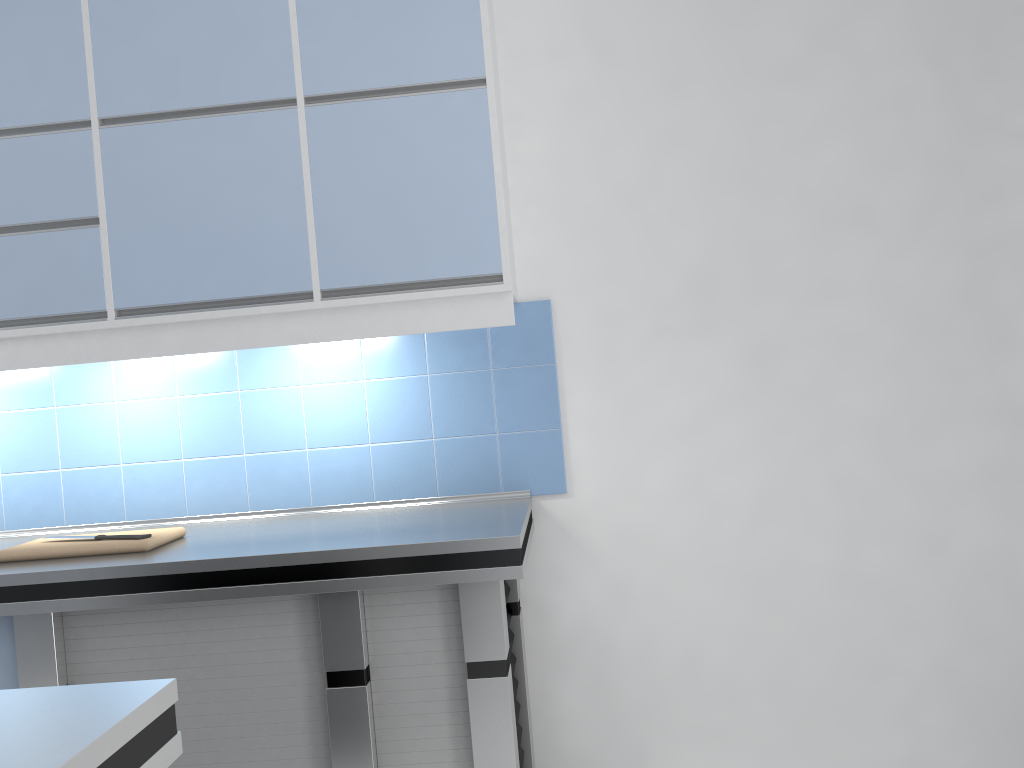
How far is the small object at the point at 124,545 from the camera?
2.3 meters

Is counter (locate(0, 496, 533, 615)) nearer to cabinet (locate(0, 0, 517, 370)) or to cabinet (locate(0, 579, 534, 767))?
cabinet (locate(0, 579, 534, 767))

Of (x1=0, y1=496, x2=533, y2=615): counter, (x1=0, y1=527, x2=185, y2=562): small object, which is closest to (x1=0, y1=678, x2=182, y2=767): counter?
(x1=0, y1=496, x2=533, y2=615): counter

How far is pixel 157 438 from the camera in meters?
2.8

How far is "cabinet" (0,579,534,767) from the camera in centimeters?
210cm

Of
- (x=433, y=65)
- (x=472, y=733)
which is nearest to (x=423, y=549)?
(x=472, y=733)

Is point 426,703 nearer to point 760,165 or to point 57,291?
point 57,291

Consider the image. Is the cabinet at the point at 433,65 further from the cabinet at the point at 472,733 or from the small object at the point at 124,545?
the cabinet at the point at 472,733

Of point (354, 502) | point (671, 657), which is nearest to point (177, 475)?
point (354, 502)

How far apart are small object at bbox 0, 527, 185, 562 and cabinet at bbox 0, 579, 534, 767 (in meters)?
0.16
